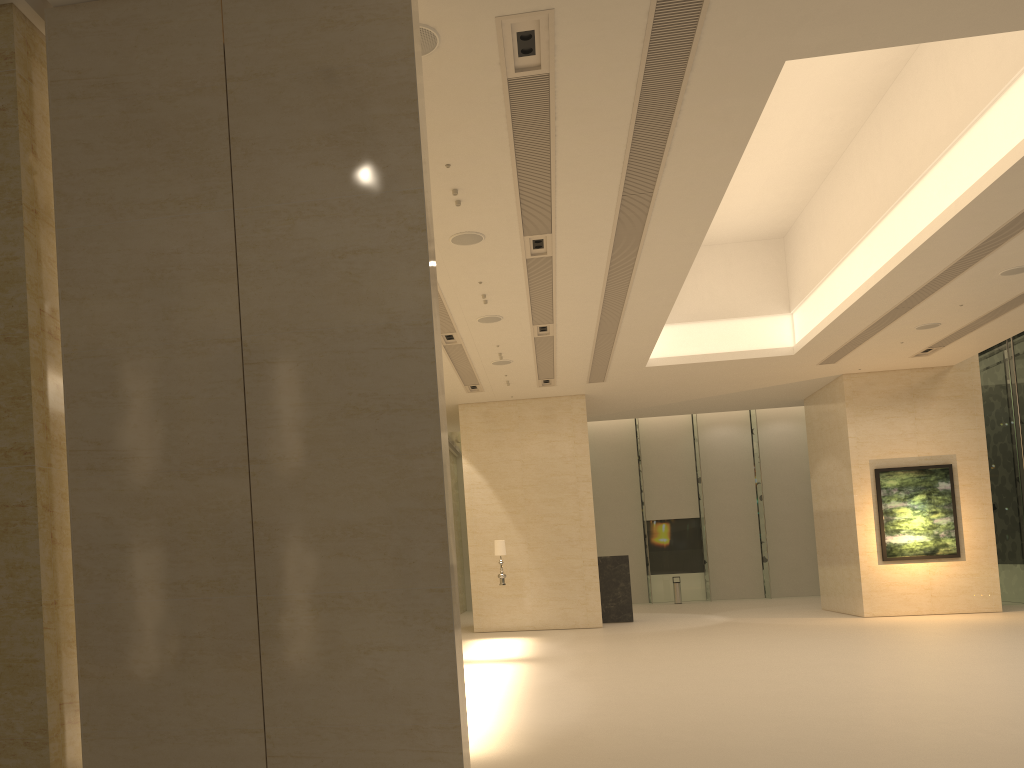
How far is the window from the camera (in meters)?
22.24

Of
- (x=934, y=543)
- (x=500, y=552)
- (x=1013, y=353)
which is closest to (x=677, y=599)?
(x=934, y=543)

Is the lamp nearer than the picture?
Yes

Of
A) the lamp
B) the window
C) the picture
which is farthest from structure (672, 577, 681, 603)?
the lamp

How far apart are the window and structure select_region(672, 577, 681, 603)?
1.6 meters

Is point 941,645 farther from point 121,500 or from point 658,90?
point 121,500

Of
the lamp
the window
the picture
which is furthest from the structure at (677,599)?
the lamp

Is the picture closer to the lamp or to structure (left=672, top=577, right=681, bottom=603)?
the lamp

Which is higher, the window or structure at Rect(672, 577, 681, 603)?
the window

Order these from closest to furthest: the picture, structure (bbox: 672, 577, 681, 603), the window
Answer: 1. the picture
2. the window
3. structure (bbox: 672, 577, 681, 603)
